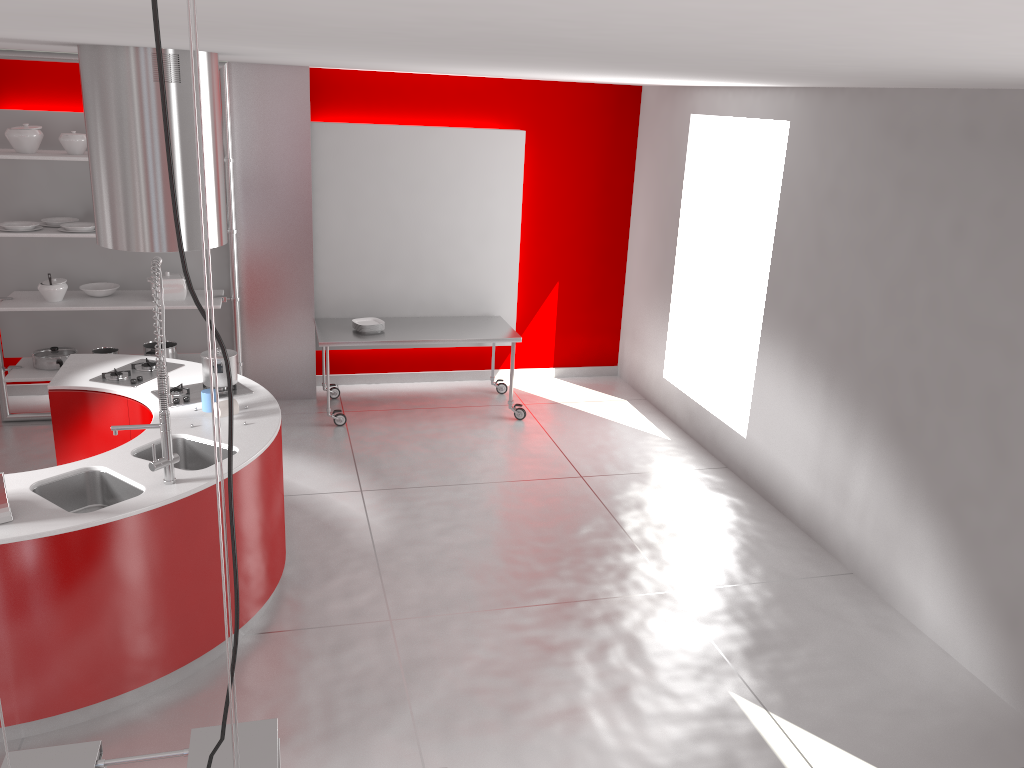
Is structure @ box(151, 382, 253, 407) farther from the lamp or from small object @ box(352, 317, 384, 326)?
the lamp

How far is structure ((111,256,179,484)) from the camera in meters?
3.5

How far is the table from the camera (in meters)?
6.66

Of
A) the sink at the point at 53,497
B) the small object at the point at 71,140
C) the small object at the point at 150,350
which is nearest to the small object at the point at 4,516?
the sink at the point at 53,497

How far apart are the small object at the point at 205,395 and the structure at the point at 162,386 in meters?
0.7 m

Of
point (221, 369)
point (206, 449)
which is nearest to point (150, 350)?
point (221, 369)

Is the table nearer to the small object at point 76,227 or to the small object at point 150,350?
the small object at point 150,350

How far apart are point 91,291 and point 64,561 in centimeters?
364cm

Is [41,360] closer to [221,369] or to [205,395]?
[221,369]

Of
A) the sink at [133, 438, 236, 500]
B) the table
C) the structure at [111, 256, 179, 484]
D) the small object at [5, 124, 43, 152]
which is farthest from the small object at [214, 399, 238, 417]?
the small object at [5, 124, 43, 152]
